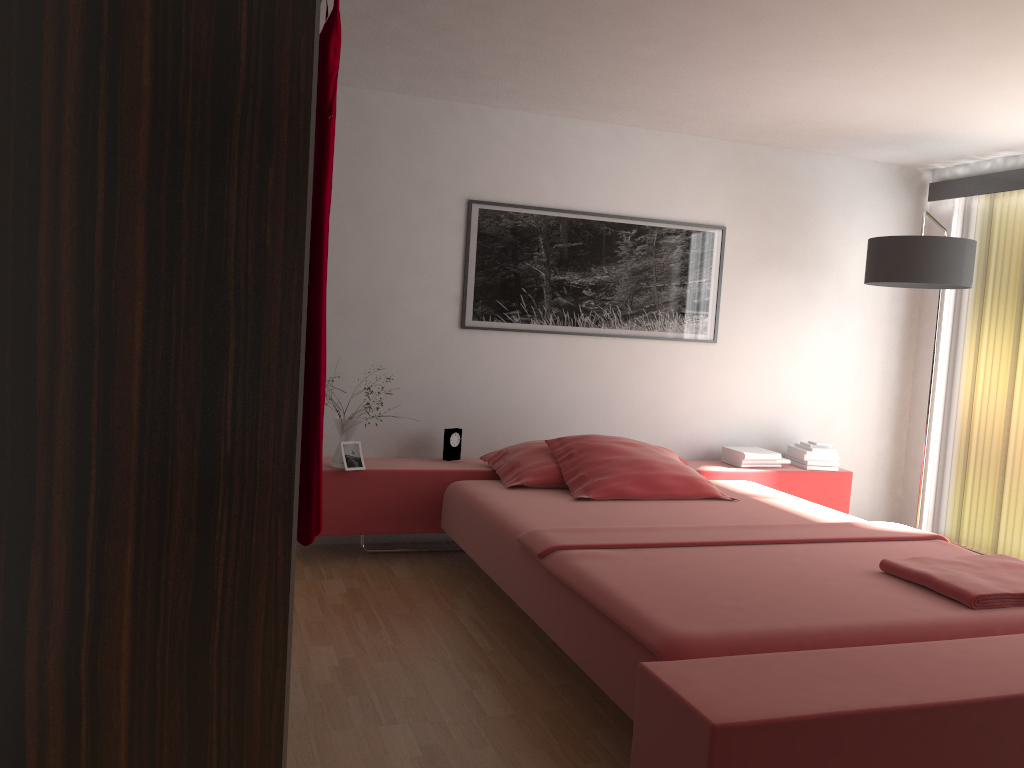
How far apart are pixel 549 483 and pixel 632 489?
0.4m

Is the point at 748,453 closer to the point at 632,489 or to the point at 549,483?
the point at 632,489

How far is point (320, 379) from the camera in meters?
1.5

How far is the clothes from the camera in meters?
1.5

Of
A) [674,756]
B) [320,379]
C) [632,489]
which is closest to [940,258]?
[632,489]

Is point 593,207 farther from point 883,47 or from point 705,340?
point 883,47

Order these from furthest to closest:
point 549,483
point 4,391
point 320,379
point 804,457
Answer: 1. point 804,457
2. point 549,483
3. point 320,379
4. point 4,391

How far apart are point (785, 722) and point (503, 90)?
3.1 meters

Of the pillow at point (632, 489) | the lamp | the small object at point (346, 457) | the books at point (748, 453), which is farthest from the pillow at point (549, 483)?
the lamp

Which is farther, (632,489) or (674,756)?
(632,489)
